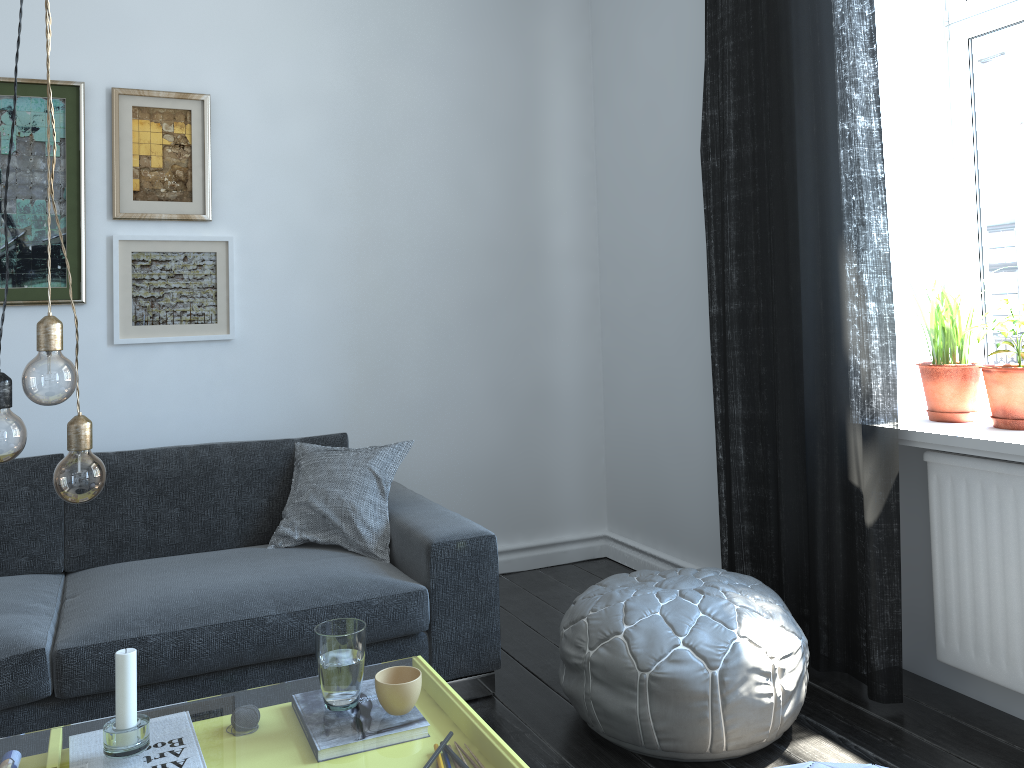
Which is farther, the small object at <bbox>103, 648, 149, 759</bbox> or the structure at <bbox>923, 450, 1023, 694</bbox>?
the structure at <bbox>923, 450, 1023, 694</bbox>

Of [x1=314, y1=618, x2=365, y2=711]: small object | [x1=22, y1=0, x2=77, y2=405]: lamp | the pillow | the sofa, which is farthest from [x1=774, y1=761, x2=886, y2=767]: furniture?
the pillow

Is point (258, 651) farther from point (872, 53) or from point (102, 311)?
point (872, 53)

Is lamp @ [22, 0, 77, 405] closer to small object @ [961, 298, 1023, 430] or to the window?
small object @ [961, 298, 1023, 430]

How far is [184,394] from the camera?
3.39m

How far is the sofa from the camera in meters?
2.2 m

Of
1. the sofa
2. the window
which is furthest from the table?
the window

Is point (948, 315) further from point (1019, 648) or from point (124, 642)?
point (124, 642)

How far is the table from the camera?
10.3 meters

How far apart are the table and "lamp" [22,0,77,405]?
0.93m
